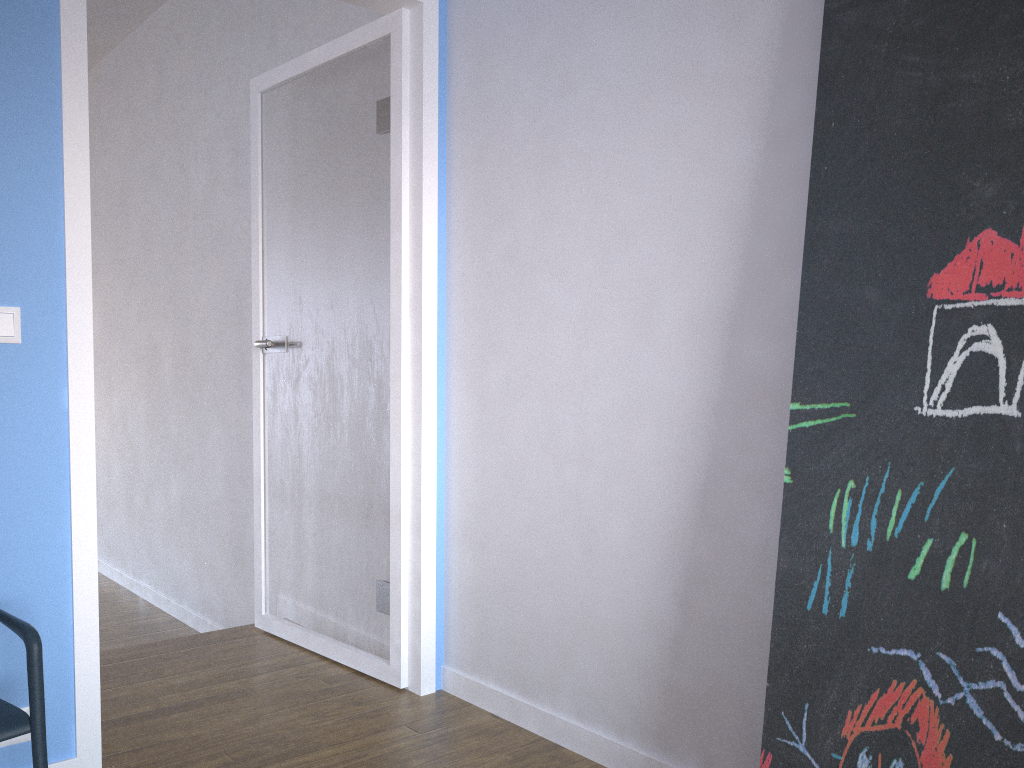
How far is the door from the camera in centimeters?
206cm

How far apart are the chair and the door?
0.28m

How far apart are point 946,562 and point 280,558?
2.4m

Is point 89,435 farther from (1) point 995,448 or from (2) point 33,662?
(1) point 995,448

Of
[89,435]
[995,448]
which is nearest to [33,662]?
[89,435]

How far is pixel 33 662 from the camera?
1.62m

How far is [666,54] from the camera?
2.1 meters

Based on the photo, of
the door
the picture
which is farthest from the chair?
the picture

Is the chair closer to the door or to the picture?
the door

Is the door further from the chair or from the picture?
the picture
